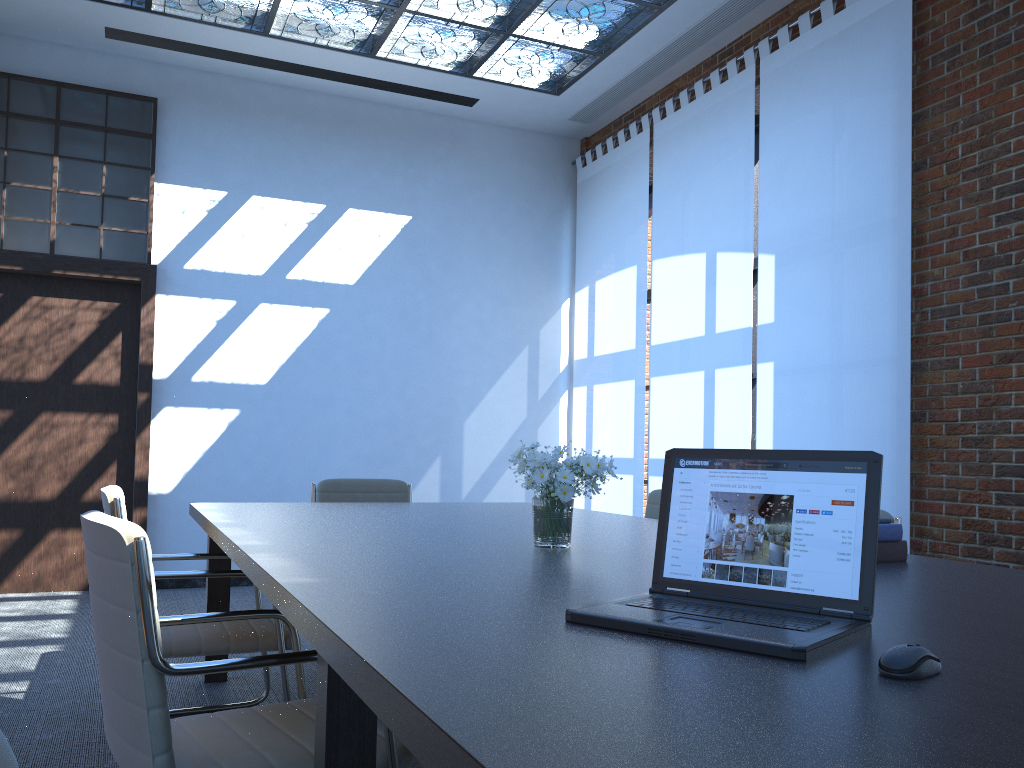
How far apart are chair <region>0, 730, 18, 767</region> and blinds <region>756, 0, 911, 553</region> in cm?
467

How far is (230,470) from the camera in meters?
6.9

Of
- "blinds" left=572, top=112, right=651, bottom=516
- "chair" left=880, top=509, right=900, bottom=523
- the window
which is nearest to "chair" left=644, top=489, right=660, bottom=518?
"chair" left=880, top=509, right=900, bottom=523

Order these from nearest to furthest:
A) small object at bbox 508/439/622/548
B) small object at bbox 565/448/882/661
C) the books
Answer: small object at bbox 565/448/882/661 → the books → small object at bbox 508/439/622/548

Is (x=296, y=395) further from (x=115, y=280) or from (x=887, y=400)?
(x=887, y=400)

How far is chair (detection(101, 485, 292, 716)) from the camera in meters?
3.0

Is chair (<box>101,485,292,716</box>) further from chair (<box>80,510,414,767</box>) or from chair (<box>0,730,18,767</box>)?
chair (<box>0,730,18,767</box>)

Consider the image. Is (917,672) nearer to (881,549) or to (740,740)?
(740,740)

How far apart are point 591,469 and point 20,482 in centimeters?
544cm

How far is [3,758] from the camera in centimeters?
47cm
